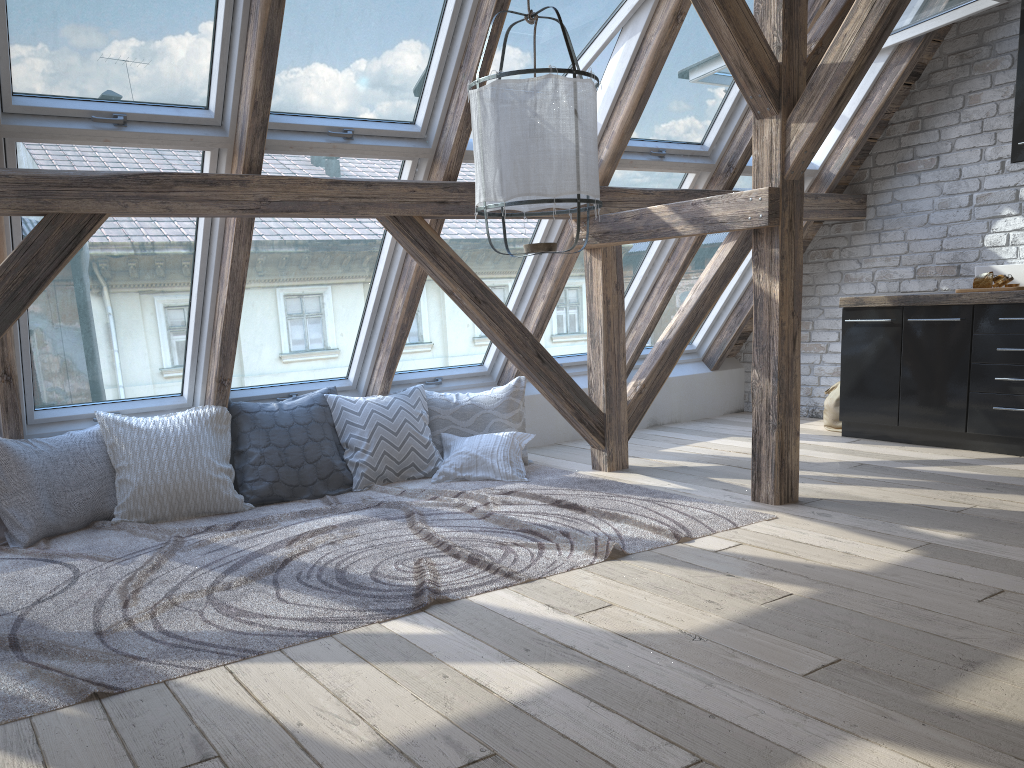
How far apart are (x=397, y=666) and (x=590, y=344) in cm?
275

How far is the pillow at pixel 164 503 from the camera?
4.1m

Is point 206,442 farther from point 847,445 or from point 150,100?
point 847,445

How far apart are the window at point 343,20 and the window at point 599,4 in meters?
0.2

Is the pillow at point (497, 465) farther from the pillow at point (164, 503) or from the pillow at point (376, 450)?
the pillow at point (164, 503)

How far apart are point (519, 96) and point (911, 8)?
3.20m

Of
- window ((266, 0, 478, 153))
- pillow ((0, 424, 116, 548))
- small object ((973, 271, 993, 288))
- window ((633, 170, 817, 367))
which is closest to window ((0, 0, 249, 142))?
window ((266, 0, 478, 153))

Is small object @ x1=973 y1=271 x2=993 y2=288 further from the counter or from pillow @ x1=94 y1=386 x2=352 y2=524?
pillow @ x1=94 y1=386 x2=352 y2=524

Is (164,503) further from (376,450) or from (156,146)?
(156,146)

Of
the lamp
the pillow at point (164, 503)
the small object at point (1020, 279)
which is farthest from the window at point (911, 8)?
the pillow at point (164, 503)
